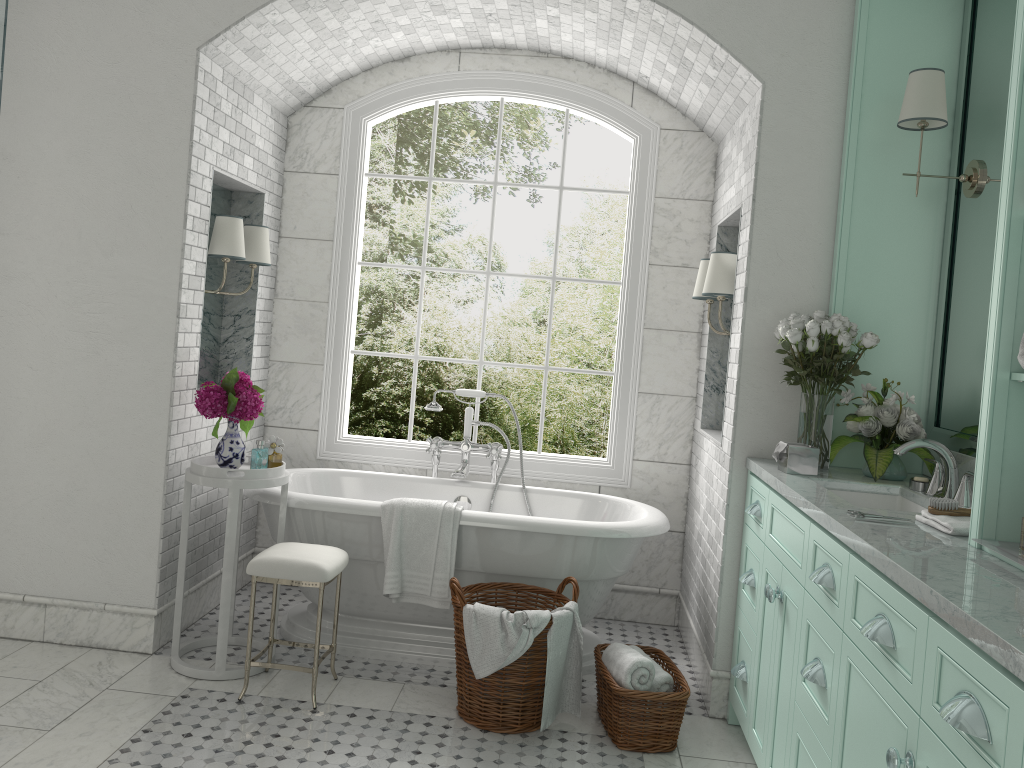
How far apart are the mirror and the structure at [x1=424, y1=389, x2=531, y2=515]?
2.2 meters

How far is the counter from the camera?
1.6m

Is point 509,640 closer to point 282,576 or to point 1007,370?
point 282,576

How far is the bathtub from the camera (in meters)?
4.08

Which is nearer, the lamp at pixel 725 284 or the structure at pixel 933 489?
the structure at pixel 933 489

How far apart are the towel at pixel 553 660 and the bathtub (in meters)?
0.40

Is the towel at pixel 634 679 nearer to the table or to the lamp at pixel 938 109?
the table

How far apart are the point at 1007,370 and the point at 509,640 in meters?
2.0 m

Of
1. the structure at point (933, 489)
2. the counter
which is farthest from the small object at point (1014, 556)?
the structure at point (933, 489)

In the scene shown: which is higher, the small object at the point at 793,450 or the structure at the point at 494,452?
the small object at the point at 793,450
